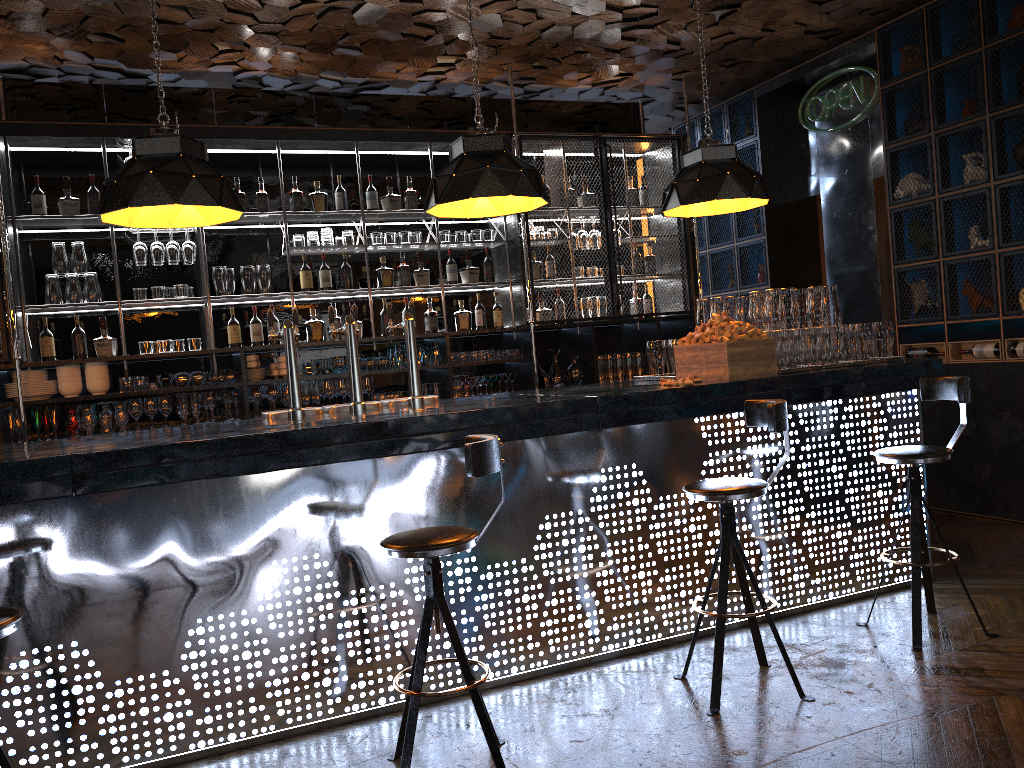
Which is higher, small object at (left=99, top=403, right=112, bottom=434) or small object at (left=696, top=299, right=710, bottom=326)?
small object at (left=696, top=299, right=710, bottom=326)

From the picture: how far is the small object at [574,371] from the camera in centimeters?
712cm

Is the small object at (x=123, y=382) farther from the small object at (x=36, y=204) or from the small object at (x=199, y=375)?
the small object at (x=36, y=204)

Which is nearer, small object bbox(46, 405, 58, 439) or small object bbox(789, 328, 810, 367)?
small object bbox(789, 328, 810, 367)

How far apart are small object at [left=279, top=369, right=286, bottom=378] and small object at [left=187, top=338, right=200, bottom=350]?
0.6m

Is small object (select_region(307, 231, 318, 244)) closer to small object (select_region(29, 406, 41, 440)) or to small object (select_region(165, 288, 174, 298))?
small object (select_region(165, 288, 174, 298))

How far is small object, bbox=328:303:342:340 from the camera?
6.54m

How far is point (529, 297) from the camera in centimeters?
682cm

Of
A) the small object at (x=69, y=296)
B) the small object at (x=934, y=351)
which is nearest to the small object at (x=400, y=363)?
the small object at (x=69, y=296)

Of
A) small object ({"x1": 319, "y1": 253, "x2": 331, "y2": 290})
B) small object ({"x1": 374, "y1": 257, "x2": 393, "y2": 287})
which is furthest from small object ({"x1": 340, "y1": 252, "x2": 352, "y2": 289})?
small object ({"x1": 374, "y1": 257, "x2": 393, "y2": 287})
